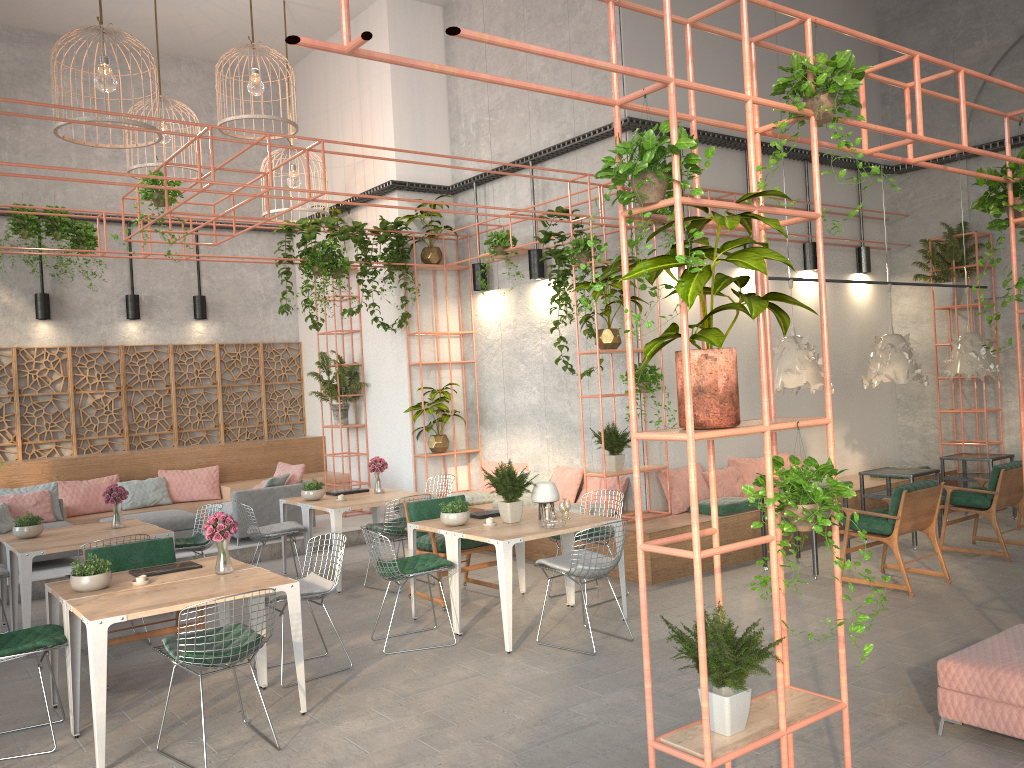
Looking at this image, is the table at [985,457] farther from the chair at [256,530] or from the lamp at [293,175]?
the lamp at [293,175]

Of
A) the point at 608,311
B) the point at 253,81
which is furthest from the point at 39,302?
the point at 608,311

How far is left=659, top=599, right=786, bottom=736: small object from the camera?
3.5 meters

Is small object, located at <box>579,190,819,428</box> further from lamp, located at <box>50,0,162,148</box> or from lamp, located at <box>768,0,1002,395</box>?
lamp, located at <box>50,0,162,148</box>

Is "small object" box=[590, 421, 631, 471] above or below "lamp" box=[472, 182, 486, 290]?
below

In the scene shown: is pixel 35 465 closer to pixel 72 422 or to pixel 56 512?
pixel 72 422

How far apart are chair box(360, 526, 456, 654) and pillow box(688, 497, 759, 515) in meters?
3.4

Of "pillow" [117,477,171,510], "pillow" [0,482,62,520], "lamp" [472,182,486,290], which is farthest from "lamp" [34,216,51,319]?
"lamp" [472,182,486,290]

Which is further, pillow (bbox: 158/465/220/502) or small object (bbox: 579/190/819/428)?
pillow (bbox: 158/465/220/502)

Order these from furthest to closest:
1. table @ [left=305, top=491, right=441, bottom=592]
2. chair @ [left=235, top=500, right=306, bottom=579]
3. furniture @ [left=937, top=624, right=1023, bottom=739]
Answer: chair @ [left=235, top=500, right=306, bottom=579], table @ [left=305, top=491, right=441, bottom=592], furniture @ [left=937, top=624, right=1023, bottom=739]
